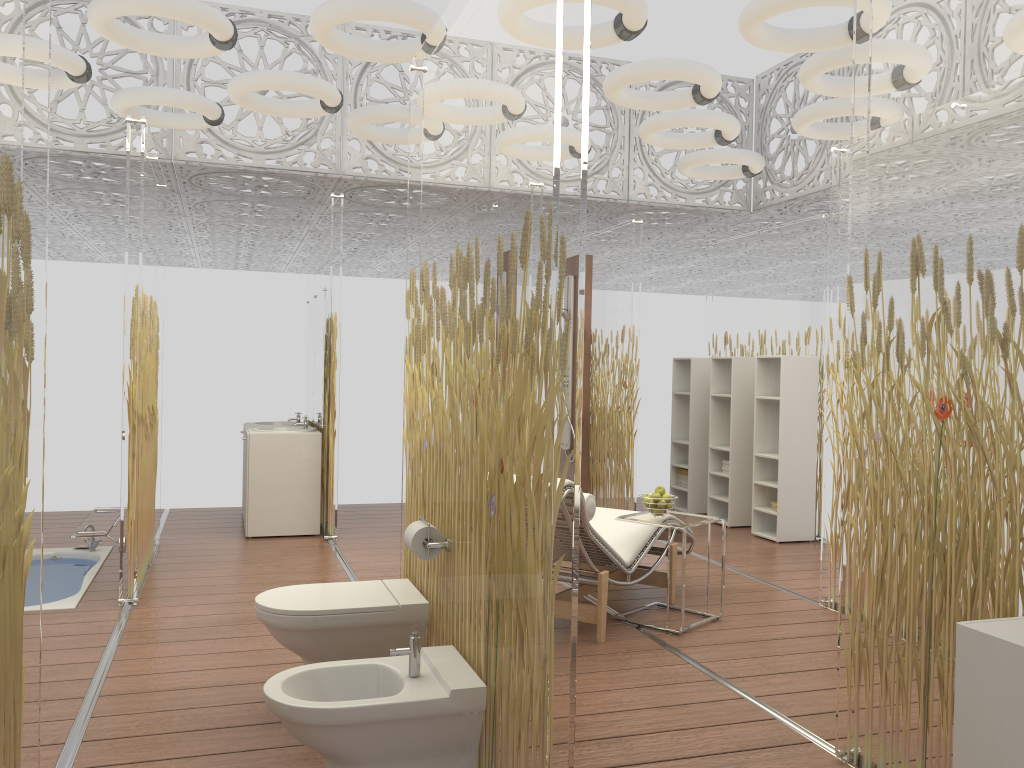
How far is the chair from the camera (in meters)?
4.24

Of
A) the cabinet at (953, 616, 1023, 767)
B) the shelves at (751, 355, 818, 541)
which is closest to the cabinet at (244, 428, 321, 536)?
the shelves at (751, 355, 818, 541)

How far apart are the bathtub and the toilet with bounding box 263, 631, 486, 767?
2.6 meters

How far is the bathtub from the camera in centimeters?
492cm

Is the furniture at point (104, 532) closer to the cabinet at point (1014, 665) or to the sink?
the sink

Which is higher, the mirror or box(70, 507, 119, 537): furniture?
the mirror

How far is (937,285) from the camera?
2.61m

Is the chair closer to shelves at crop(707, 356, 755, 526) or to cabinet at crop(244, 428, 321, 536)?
shelves at crop(707, 356, 755, 526)

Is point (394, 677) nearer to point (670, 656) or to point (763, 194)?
point (670, 656)

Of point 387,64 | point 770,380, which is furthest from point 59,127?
point 770,380
